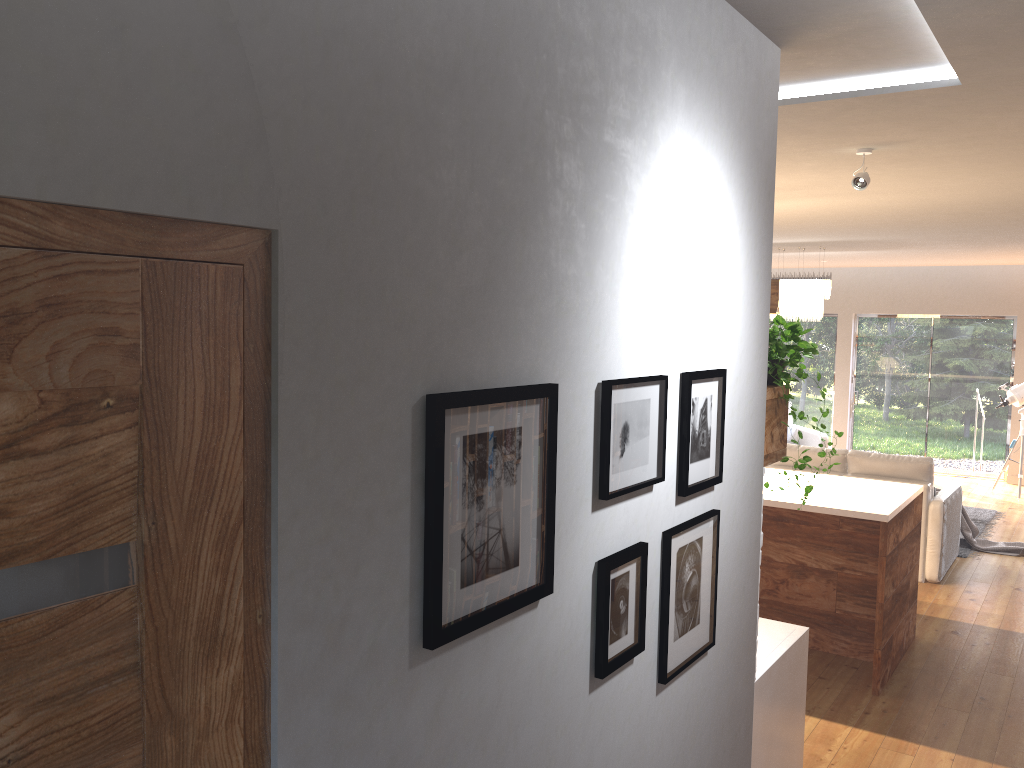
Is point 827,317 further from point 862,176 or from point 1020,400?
point 862,176

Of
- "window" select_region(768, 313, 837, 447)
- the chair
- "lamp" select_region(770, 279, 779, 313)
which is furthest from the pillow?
"lamp" select_region(770, 279, 779, 313)

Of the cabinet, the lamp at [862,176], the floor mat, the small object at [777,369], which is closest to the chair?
the floor mat

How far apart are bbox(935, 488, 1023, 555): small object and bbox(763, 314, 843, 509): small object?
5.78m

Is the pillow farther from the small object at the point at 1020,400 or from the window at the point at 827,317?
the small object at the point at 1020,400

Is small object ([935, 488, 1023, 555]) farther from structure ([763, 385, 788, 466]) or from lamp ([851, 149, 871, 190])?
structure ([763, 385, 788, 466])

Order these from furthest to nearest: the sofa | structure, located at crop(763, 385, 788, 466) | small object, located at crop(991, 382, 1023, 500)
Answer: small object, located at crop(991, 382, 1023, 500) < the sofa < structure, located at crop(763, 385, 788, 466)

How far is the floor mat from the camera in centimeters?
778cm

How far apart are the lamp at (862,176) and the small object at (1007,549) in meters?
5.0 m

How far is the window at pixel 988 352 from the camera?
11.5m
